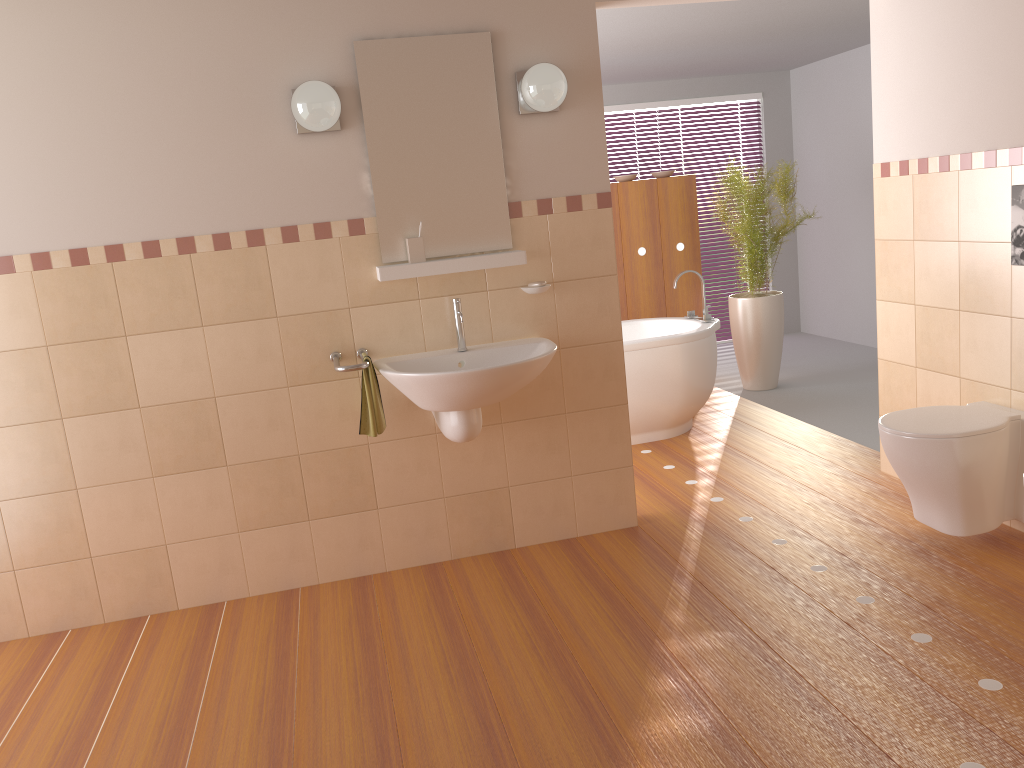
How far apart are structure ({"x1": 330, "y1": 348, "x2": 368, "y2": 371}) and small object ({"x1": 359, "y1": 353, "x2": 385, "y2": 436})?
0.1 meters

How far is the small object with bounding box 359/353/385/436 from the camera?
3.16m

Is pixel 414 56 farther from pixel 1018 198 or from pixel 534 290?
pixel 1018 198

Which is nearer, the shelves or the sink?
the sink

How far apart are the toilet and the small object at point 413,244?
1.77m

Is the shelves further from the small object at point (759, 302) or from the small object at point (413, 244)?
the small object at point (759, 302)

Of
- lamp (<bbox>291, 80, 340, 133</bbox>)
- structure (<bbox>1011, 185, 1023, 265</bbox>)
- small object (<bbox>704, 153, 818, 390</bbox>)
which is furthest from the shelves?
small object (<bbox>704, 153, 818, 390</bbox>)

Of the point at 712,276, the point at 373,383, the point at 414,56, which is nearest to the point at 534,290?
the point at 373,383

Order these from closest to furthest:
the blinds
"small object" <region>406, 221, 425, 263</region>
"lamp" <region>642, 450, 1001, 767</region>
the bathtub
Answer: "lamp" <region>642, 450, 1001, 767</region>
"small object" <region>406, 221, 425, 263</region>
the bathtub
the blinds

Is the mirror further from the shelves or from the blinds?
the blinds
